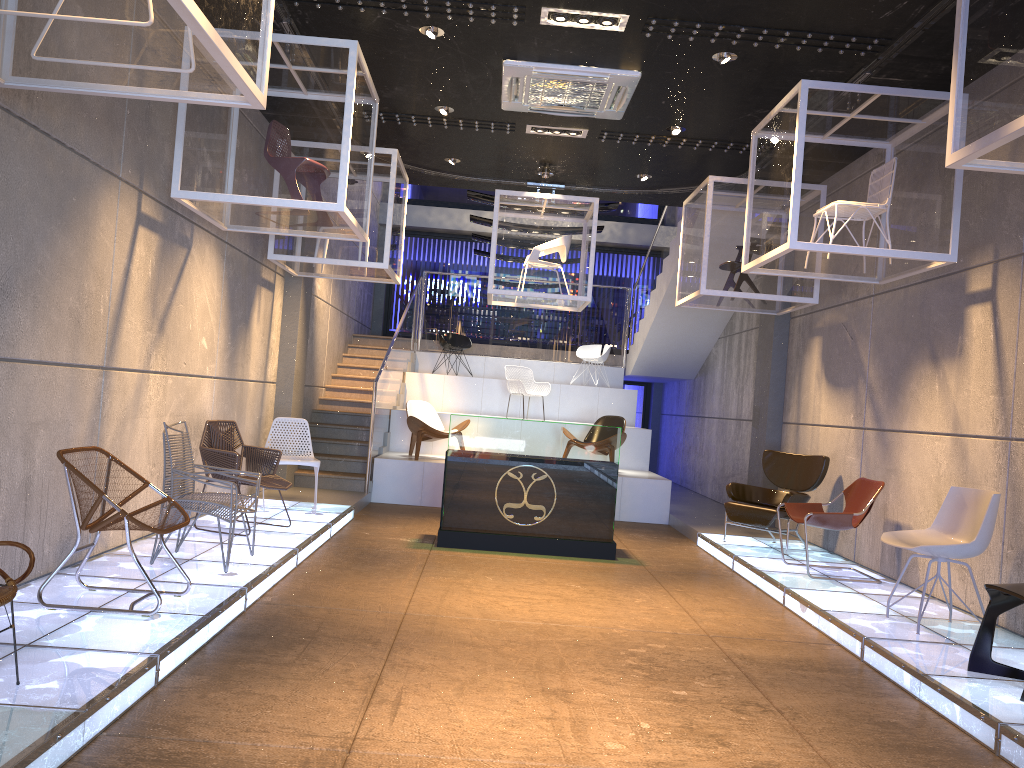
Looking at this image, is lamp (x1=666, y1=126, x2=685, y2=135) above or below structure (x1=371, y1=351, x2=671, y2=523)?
above

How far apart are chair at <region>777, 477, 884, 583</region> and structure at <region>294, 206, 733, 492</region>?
5.1m

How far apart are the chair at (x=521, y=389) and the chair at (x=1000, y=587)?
8.7 meters

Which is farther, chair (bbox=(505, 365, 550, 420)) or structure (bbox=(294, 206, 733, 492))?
chair (bbox=(505, 365, 550, 420))

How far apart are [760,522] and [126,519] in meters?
5.9

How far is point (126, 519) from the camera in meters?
4.4

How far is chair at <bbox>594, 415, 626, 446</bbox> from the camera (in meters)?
11.84

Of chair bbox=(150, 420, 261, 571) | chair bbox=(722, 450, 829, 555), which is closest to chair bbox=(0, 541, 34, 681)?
chair bbox=(150, 420, 261, 571)

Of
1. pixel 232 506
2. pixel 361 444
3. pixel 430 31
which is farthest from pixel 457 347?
pixel 232 506

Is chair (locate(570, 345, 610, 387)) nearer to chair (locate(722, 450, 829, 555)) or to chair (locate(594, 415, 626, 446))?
chair (locate(594, 415, 626, 446))
